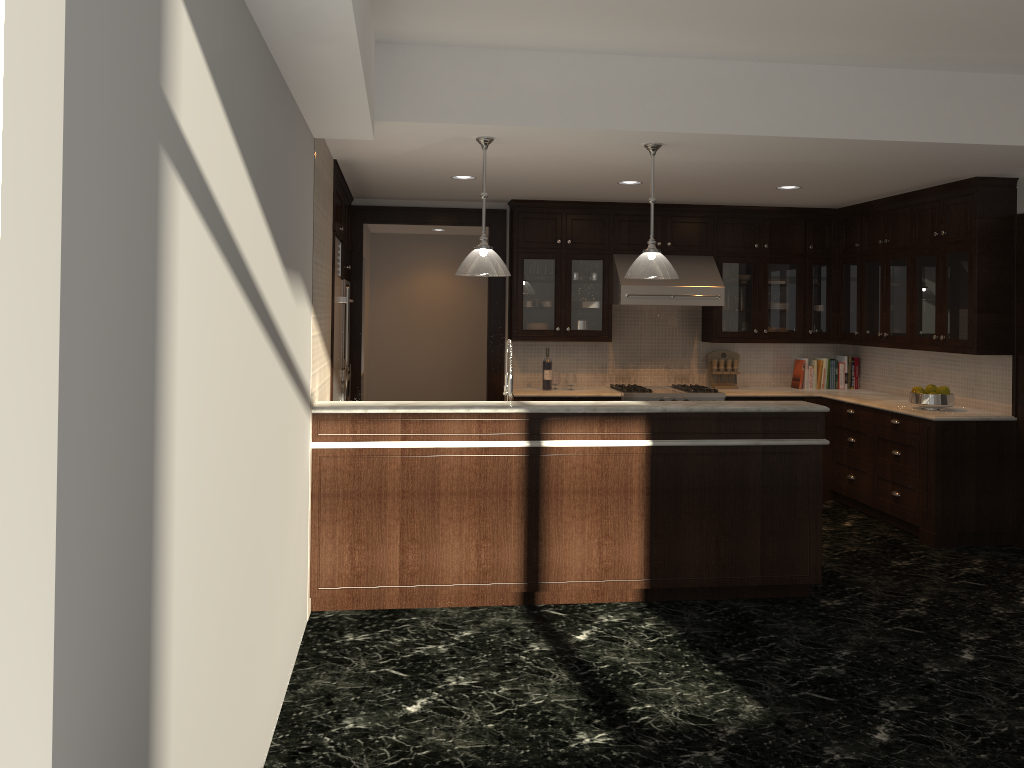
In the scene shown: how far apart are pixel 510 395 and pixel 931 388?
3.4m

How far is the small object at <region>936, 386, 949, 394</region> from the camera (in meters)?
6.51

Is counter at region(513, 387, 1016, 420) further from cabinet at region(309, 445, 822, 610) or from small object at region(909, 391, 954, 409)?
cabinet at region(309, 445, 822, 610)

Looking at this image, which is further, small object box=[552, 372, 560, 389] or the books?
the books

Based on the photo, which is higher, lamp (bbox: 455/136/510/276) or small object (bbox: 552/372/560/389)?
lamp (bbox: 455/136/510/276)

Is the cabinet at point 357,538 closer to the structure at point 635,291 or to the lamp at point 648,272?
the lamp at point 648,272

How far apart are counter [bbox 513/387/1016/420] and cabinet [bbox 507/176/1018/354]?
0.5 meters

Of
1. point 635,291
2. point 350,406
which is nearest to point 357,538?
point 350,406

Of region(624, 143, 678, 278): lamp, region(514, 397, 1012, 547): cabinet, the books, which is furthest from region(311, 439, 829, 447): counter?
the books

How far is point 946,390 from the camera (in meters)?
6.51
